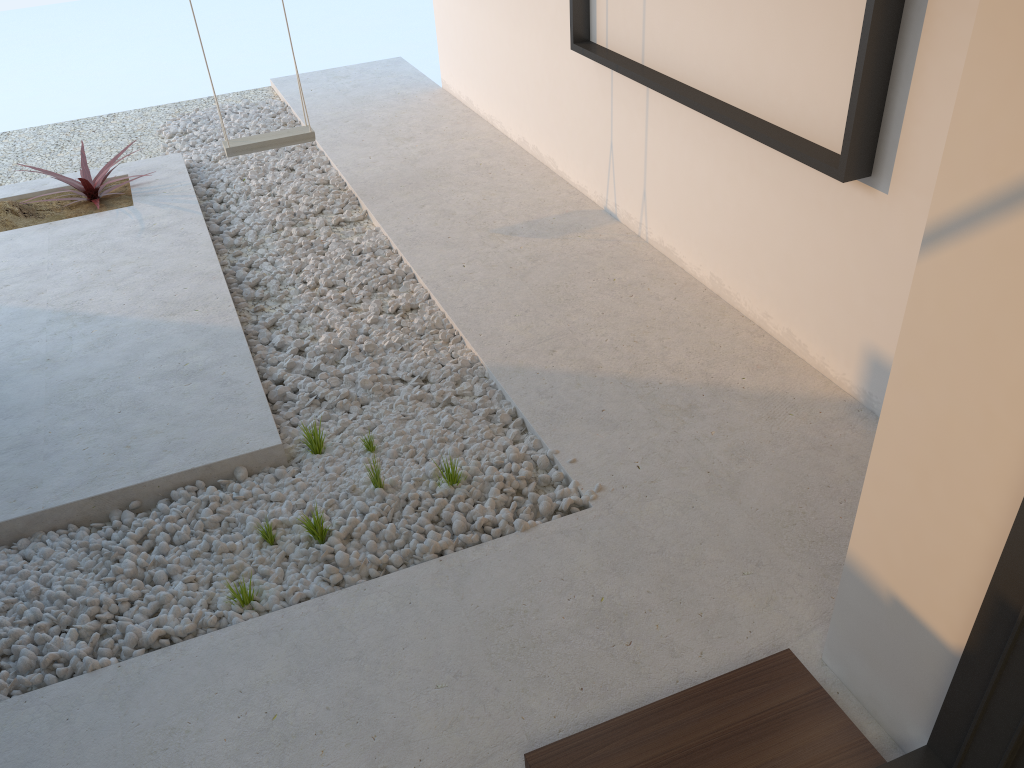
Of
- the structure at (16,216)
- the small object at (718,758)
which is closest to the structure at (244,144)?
the structure at (16,216)

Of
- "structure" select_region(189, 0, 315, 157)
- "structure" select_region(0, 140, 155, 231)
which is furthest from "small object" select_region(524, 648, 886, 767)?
"structure" select_region(0, 140, 155, 231)

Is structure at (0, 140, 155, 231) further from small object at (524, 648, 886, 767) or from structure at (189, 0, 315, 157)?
small object at (524, 648, 886, 767)

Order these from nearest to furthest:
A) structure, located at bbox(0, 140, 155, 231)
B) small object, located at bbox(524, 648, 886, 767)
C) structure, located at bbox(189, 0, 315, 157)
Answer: small object, located at bbox(524, 648, 886, 767) < structure, located at bbox(189, 0, 315, 157) < structure, located at bbox(0, 140, 155, 231)

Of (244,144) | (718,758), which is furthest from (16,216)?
(718,758)

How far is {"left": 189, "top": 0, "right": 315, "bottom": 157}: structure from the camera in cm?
463

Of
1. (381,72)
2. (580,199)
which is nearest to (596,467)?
(580,199)

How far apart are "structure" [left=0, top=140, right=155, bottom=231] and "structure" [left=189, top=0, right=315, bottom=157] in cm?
81

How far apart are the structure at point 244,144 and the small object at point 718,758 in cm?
369

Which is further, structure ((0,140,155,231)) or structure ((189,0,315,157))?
structure ((0,140,155,231))
